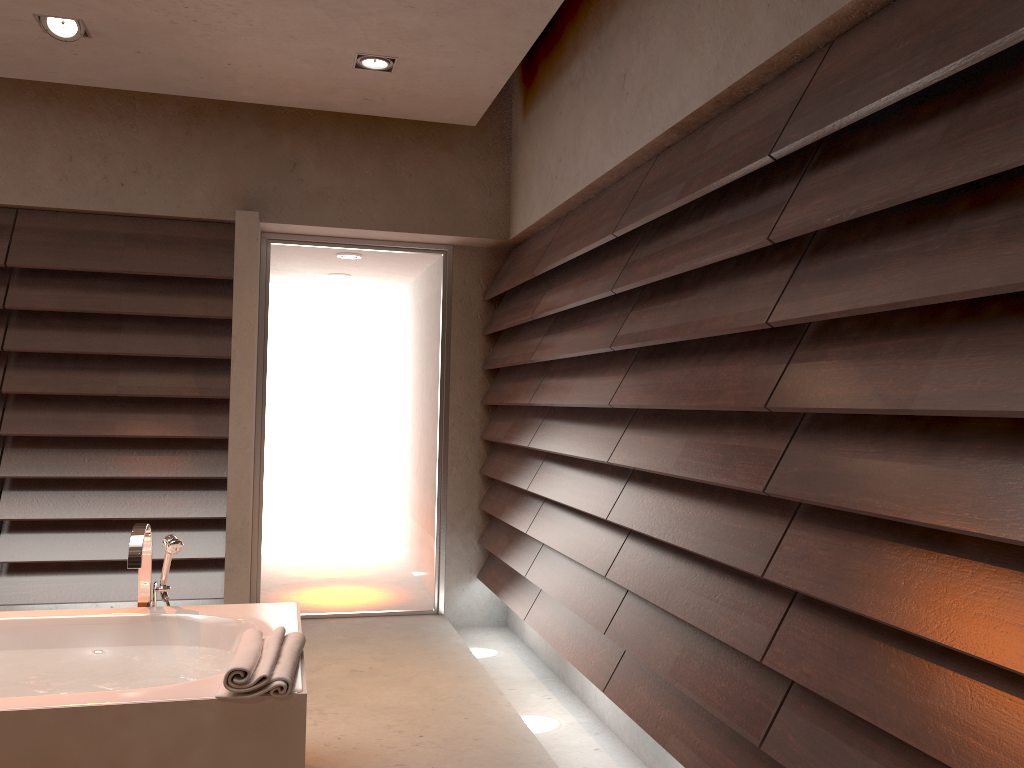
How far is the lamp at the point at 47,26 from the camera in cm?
326

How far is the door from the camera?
4.6m

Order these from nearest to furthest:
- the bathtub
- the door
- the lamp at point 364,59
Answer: the bathtub, the lamp at point 364,59, the door

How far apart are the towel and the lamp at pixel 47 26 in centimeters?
241cm

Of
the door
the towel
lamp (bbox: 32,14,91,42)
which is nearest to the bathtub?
the towel

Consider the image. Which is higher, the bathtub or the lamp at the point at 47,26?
the lamp at the point at 47,26

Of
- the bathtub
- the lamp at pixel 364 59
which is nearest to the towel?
the bathtub

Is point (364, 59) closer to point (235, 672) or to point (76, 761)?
point (235, 672)

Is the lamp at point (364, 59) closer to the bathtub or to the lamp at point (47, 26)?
the lamp at point (47, 26)

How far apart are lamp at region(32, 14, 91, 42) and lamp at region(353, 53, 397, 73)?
1.00m
